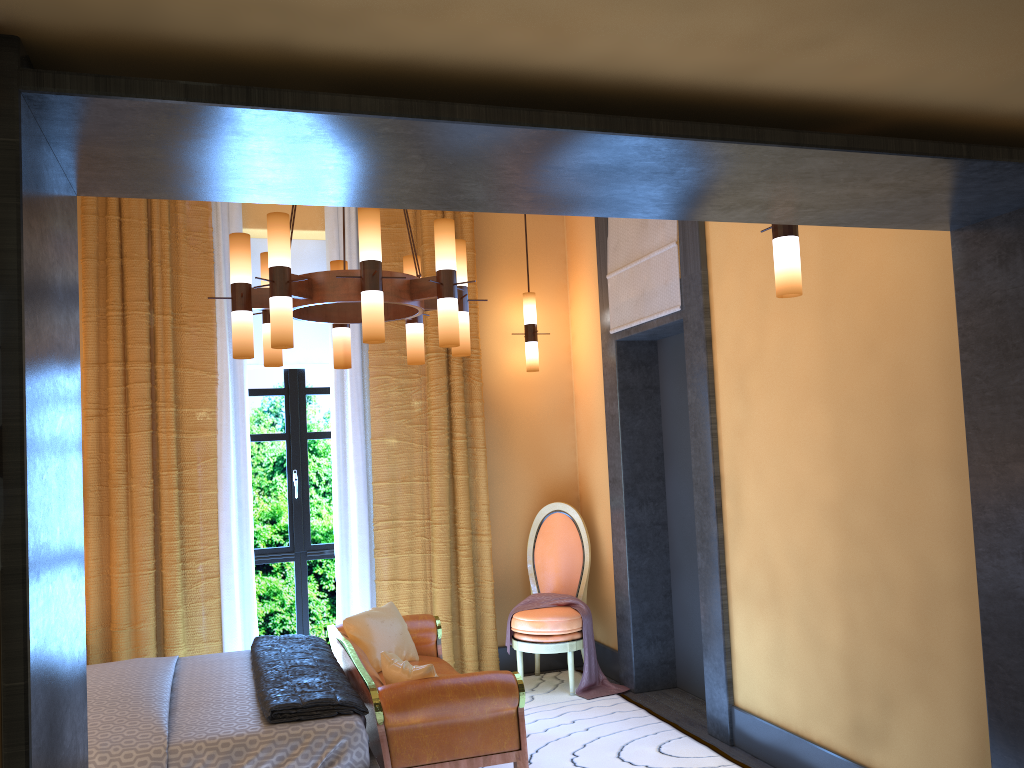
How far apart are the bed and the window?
1.33m

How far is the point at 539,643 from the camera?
5.34m

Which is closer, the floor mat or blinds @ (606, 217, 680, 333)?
the floor mat

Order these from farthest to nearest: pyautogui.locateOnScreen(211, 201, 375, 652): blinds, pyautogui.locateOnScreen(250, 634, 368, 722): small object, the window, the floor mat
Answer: the window, pyautogui.locateOnScreen(211, 201, 375, 652): blinds, the floor mat, pyautogui.locateOnScreen(250, 634, 368, 722): small object

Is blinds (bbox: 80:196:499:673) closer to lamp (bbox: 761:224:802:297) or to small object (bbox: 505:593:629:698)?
small object (bbox: 505:593:629:698)

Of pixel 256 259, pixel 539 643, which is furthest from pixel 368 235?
pixel 539 643

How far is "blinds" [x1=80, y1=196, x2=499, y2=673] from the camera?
5.1 meters

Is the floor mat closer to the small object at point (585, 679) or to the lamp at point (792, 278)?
the small object at point (585, 679)

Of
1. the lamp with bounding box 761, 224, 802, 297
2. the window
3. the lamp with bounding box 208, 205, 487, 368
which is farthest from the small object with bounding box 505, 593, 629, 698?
the lamp with bounding box 761, 224, 802, 297

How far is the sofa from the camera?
3.4 meters
